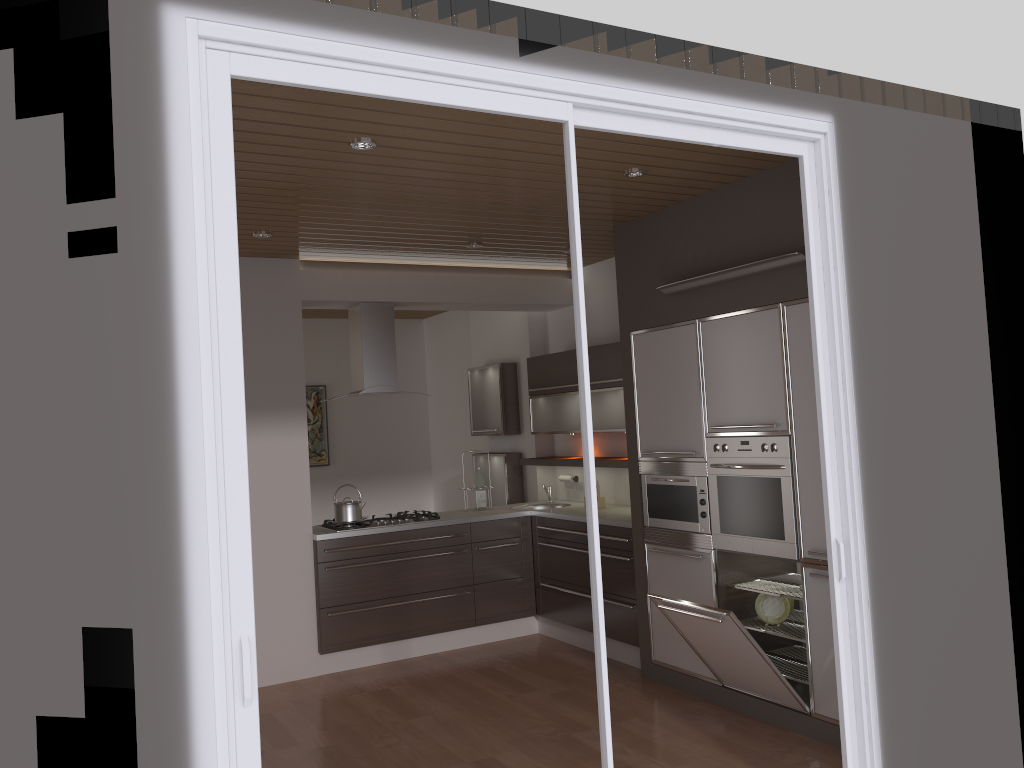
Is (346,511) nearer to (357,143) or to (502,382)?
(502,382)

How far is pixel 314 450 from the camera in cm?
875

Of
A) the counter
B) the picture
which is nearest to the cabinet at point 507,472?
the counter

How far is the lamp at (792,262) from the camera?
4.1m

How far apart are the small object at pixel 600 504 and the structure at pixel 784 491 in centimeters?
171cm

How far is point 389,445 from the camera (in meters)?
9.14

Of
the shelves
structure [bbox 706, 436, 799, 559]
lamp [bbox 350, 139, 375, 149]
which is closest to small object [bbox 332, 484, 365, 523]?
the shelves

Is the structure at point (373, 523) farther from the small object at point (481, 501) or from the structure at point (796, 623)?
the structure at point (796, 623)

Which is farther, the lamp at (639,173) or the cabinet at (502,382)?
the cabinet at (502,382)

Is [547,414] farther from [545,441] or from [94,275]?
[94,275]
